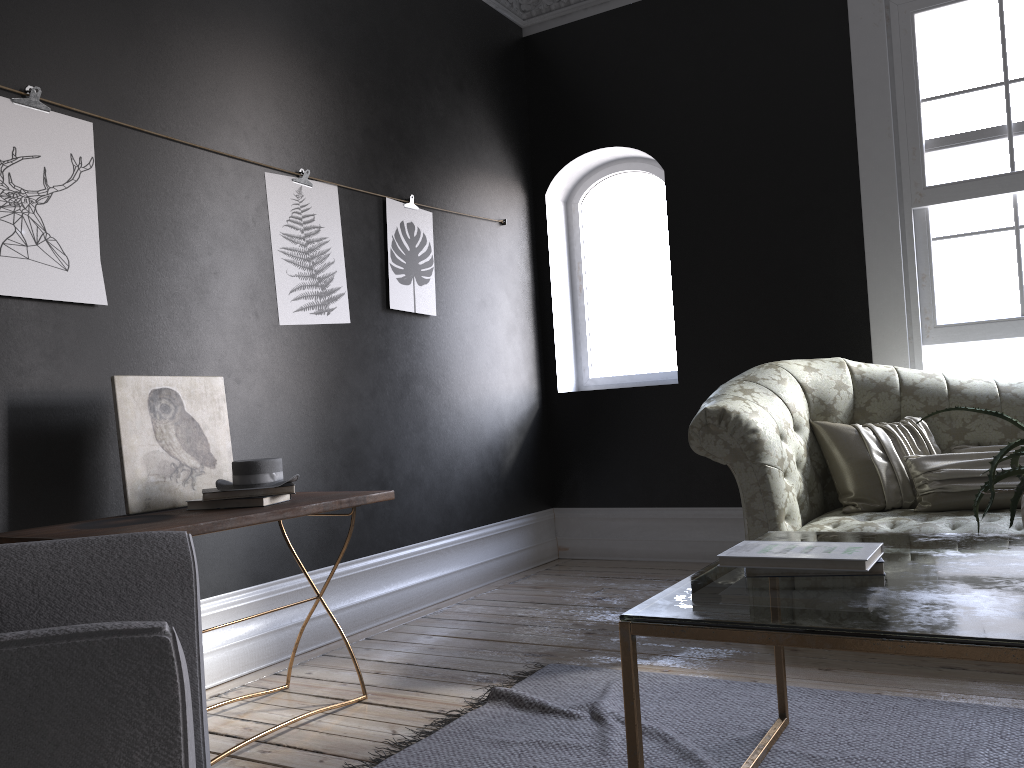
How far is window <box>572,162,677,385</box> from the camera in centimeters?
583cm

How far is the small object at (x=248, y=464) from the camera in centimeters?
280cm

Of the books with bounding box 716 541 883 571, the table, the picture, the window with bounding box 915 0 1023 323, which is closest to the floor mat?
the table

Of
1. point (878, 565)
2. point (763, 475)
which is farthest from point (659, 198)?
point (878, 565)

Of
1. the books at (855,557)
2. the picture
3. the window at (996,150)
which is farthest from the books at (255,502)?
the window at (996,150)

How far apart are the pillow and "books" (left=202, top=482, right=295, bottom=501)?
2.30m

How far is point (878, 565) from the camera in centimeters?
185cm

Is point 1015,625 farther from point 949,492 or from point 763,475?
point 949,492

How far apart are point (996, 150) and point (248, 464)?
3.9m

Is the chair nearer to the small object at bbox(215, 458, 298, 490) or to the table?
the table
